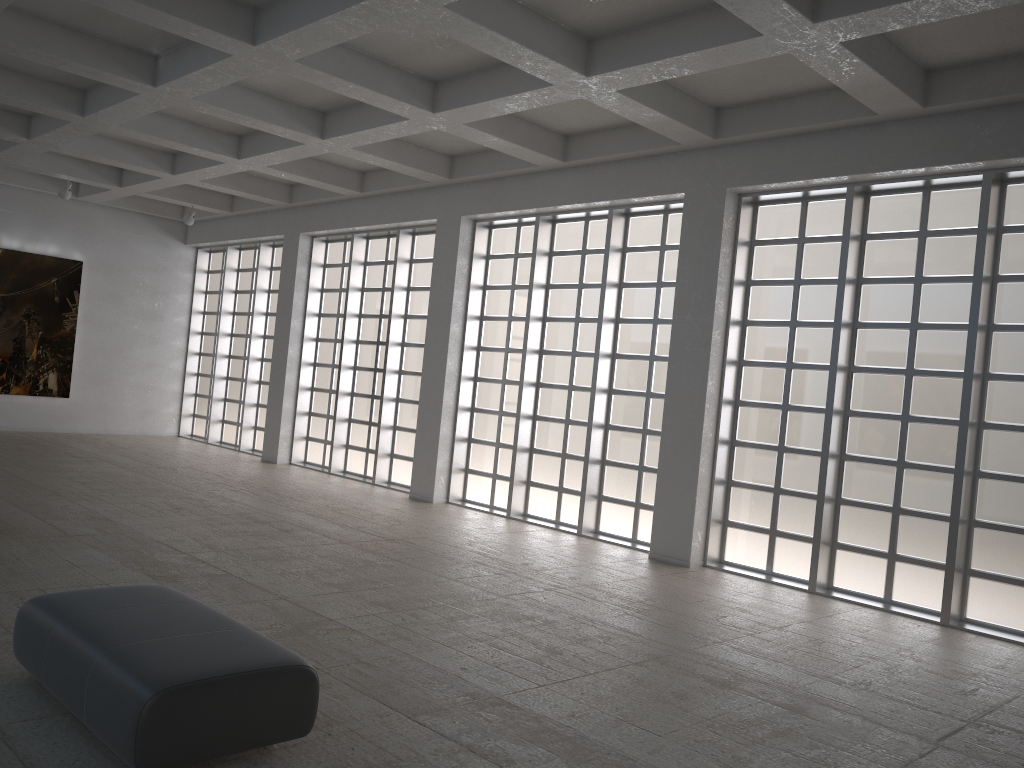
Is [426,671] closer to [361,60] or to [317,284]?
[361,60]

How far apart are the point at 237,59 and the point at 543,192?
8.18m
